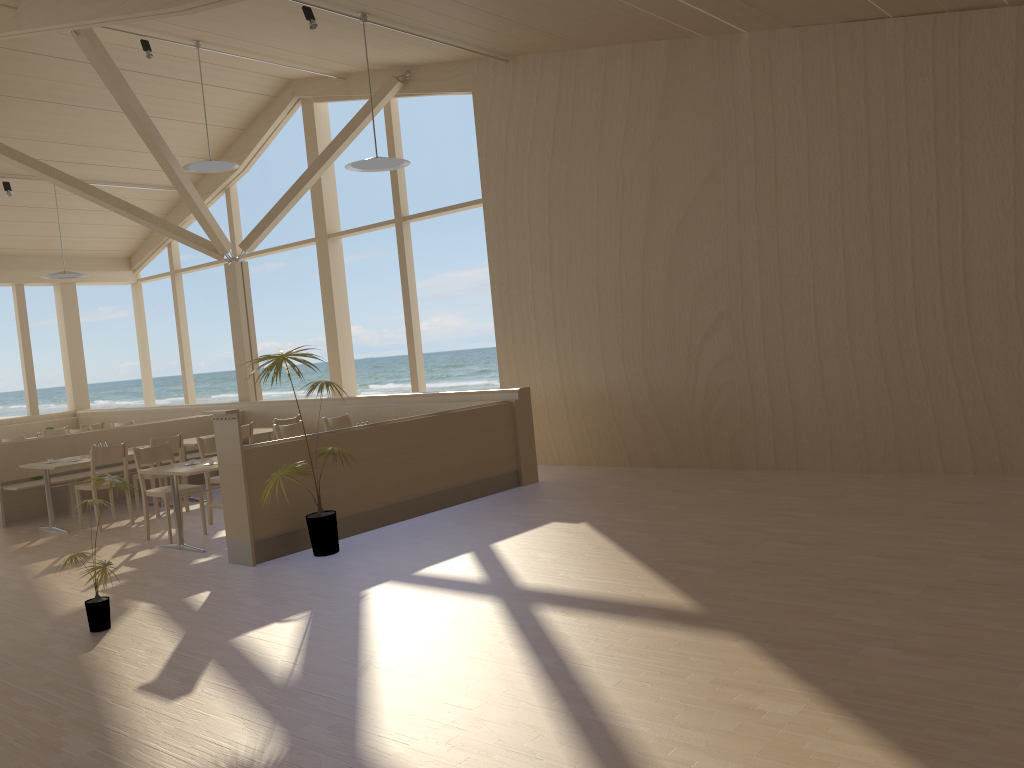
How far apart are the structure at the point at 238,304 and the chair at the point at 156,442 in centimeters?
284cm

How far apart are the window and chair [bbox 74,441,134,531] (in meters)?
3.76

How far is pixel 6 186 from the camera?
11.5 meters

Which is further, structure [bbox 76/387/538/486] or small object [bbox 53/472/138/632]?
structure [bbox 76/387/538/486]

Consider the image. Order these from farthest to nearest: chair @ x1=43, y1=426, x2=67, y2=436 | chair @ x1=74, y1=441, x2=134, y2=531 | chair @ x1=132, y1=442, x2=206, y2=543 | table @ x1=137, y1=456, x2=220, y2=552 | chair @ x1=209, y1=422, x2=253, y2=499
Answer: chair @ x1=43, y1=426, x2=67, y2=436 < chair @ x1=209, y1=422, x2=253, y2=499 < chair @ x1=74, y1=441, x2=134, y2=531 < chair @ x1=132, y1=442, x2=206, y2=543 < table @ x1=137, y1=456, x2=220, y2=552

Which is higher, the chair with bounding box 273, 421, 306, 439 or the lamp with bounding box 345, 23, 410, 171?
the lamp with bounding box 345, 23, 410, 171

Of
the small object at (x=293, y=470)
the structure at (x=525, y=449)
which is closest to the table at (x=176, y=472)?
the small object at (x=293, y=470)

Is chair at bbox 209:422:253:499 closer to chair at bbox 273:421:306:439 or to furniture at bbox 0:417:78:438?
chair at bbox 273:421:306:439

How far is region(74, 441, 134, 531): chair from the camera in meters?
8.1

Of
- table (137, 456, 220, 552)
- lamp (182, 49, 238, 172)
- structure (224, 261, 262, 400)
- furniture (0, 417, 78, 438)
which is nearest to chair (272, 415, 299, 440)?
structure (224, 261, 262, 400)
